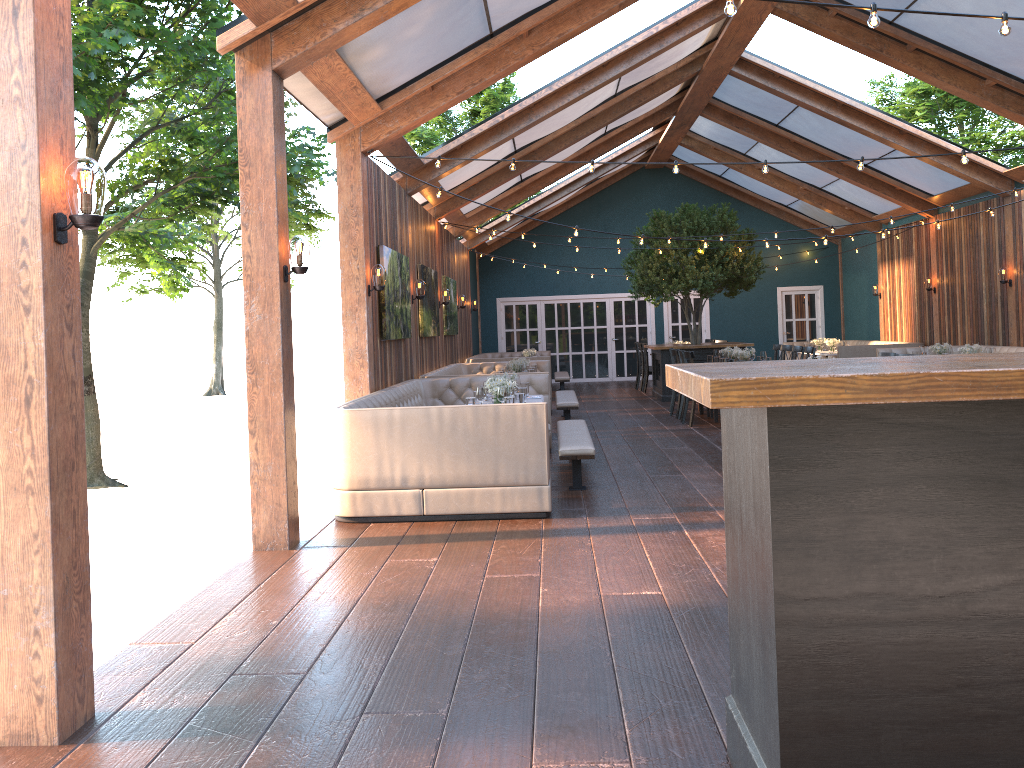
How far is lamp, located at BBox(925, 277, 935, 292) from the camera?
16.45m

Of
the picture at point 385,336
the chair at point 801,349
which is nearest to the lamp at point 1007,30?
the picture at point 385,336

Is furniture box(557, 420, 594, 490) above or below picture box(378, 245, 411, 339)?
below

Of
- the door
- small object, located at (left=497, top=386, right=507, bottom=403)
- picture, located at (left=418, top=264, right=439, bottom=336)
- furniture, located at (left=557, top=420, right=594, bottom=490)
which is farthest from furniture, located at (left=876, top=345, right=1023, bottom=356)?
small object, located at (left=497, top=386, right=507, bottom=403)

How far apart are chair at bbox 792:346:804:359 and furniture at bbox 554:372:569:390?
6.05m

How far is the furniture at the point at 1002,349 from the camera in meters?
13.8 m

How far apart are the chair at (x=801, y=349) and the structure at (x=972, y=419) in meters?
10.0 m

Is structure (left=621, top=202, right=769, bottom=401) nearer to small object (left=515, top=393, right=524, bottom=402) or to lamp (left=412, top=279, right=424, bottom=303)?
lamp (left=412, top=279, right=424, bottom=303)

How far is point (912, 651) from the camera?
2.28m

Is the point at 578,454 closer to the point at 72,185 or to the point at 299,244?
the point at 299,244
